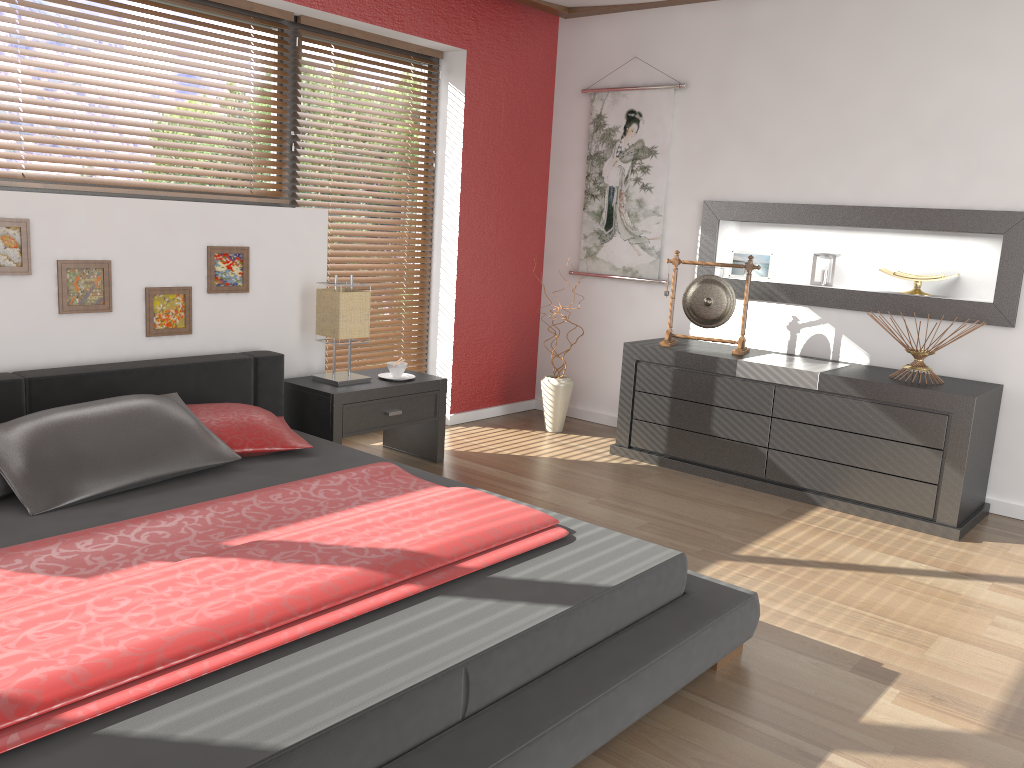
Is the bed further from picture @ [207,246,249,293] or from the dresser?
the dresser

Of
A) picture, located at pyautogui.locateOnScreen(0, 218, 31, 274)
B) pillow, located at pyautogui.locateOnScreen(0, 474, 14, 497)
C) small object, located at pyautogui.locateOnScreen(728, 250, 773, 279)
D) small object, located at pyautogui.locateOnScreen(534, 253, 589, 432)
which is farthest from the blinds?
small object, located at pyautogui.locateOnScreen(728, 250, 773, 279)

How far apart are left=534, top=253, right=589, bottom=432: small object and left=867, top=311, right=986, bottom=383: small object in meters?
1.8

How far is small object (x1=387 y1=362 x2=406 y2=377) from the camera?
4.22m

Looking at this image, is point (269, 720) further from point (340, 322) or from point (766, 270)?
point (766, 270)

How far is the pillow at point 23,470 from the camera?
2.6 meters

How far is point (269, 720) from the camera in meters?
1.6 m

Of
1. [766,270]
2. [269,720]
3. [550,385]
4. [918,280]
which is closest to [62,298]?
[269,720]

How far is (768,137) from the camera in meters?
4.6 m

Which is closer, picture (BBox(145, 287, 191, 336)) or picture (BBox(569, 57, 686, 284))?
picture (BBox(145, 287, 191, 336))
